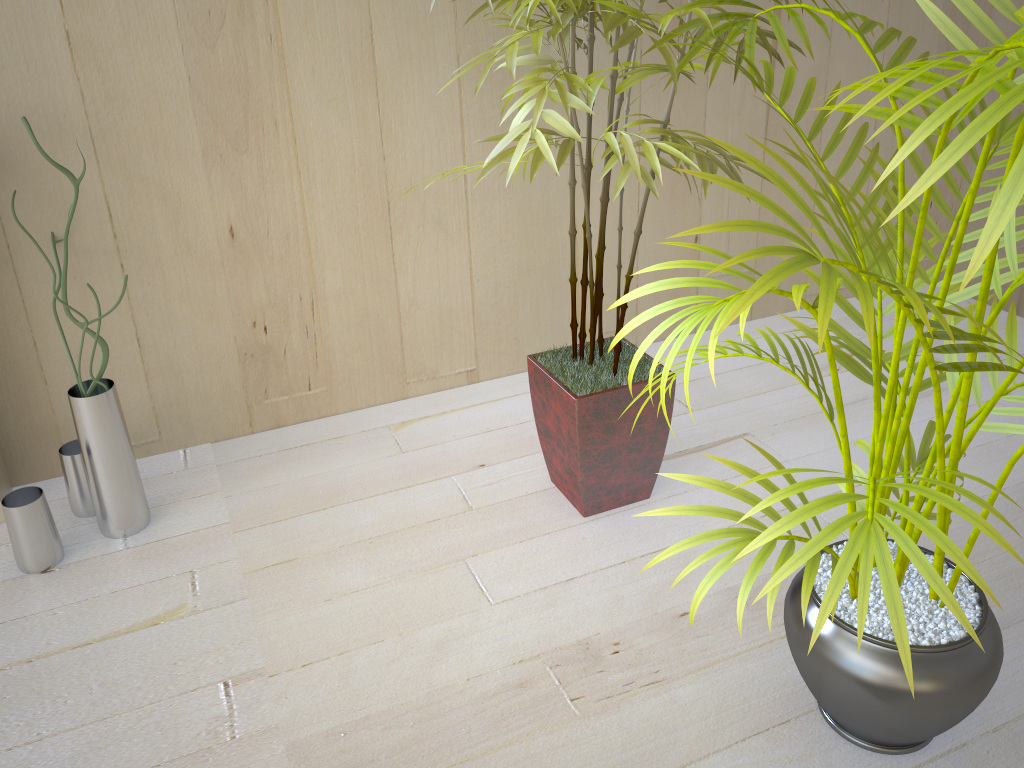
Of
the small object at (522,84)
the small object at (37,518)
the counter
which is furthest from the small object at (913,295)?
the counter

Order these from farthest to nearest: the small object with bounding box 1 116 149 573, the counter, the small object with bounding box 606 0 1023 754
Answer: the counter < the small object with bounding box 1 116 149 573 < the small object with bounding box 606 0 1023 754

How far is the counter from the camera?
1.7 meters

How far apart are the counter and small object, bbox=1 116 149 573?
0.1 meters

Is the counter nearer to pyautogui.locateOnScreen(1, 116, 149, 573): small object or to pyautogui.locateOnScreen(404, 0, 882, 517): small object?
pyautogui.locateOnScreen(1, 116, 149, 573): small object

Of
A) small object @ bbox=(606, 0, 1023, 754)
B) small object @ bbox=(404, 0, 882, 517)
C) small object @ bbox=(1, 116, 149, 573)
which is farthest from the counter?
small object @ bbox=(606, 0, 1023, 754)

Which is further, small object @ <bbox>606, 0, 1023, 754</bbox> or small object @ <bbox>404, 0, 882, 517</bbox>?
small object @ <bbox>404, 0, 882, 517</bbox>

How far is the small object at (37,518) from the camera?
1.5m

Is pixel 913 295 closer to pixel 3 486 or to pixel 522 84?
pixel 522 84

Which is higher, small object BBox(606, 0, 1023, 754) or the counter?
small object BBox(606, 0, 1023, 754)
